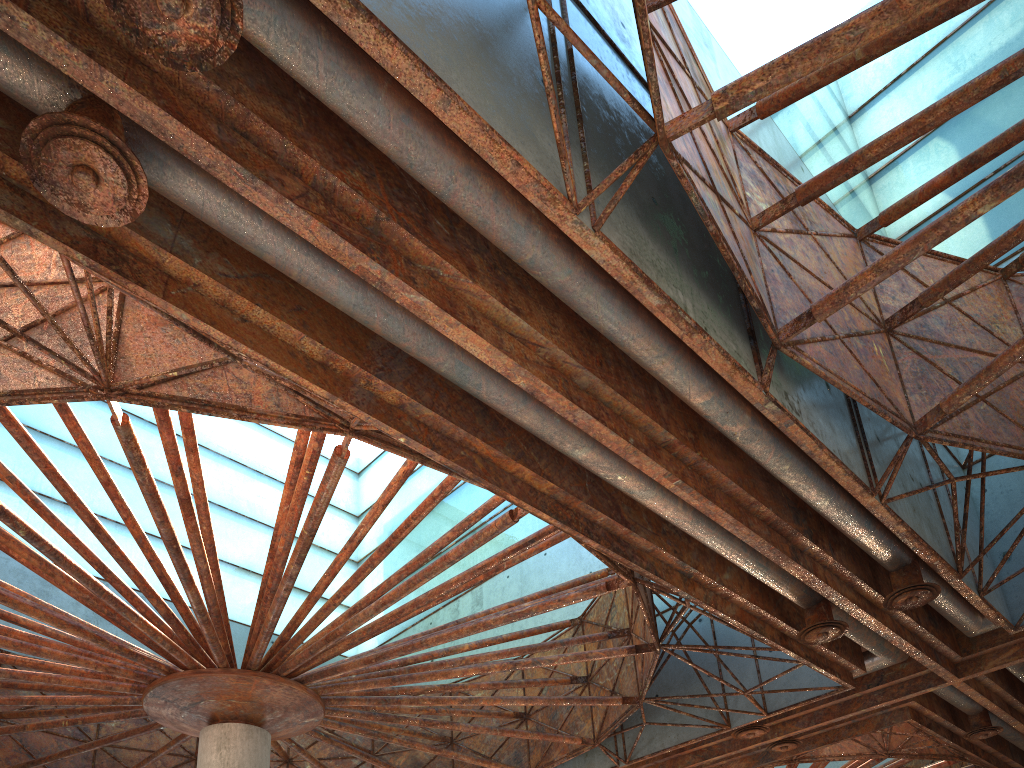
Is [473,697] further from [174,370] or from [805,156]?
[805,156]

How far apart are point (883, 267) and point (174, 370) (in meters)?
11.66
